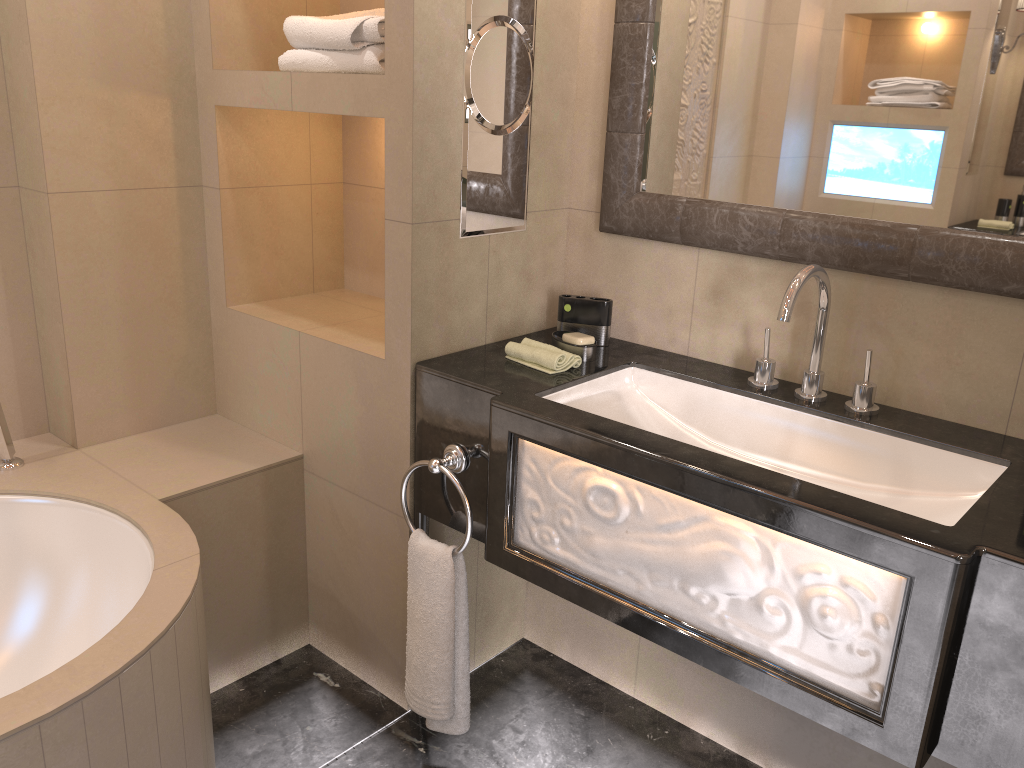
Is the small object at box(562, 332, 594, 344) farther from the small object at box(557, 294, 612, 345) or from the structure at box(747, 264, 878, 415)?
the structure at box(747, 264, 878, 415)

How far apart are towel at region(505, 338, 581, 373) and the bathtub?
0.62m

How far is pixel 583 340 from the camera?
1.9m

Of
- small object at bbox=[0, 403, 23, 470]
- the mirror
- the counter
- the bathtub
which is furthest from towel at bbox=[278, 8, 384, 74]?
small object at bbox=[0, 403, 23, 470]

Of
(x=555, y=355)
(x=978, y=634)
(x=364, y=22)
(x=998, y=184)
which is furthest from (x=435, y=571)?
(x=998, y=184)

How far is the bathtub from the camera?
1.3 meters

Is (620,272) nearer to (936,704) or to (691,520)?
(691,520)

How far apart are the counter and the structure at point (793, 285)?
0.01m

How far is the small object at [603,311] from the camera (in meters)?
1.97

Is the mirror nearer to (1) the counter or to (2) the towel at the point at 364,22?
(1) the counter
